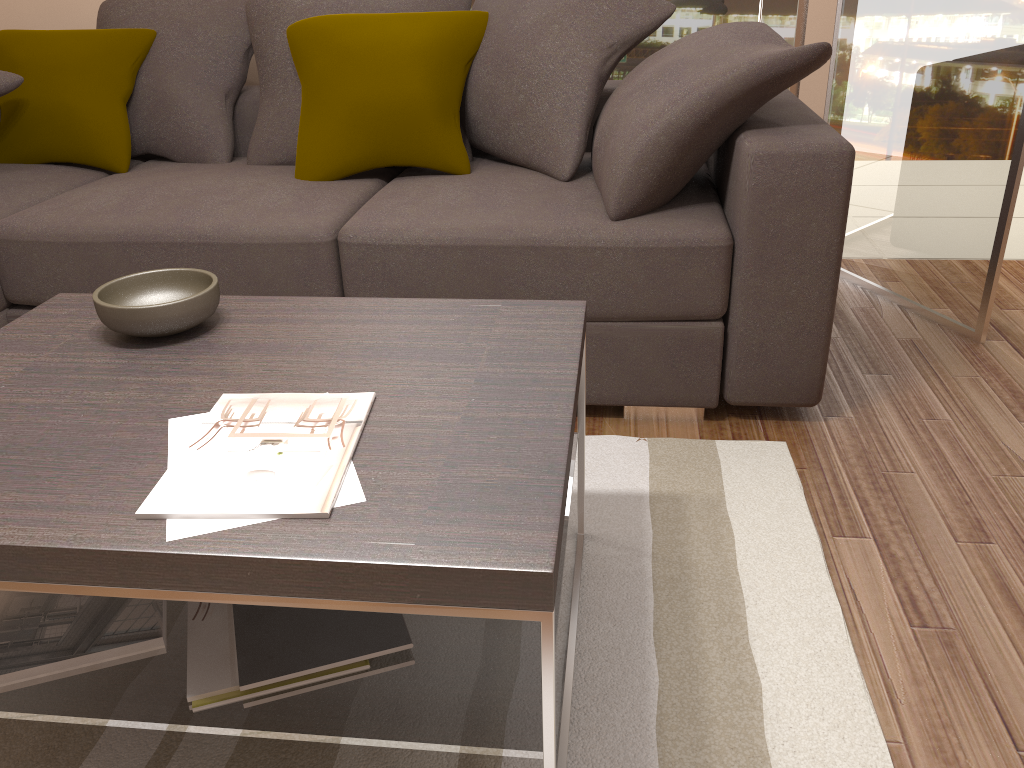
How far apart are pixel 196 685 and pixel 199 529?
0.3 meters

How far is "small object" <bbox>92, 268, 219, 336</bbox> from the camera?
1.6m

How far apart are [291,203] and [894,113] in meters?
2.1

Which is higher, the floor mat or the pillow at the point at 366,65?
the pillow at the point at 366,65

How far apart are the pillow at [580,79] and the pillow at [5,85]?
1.4 meters

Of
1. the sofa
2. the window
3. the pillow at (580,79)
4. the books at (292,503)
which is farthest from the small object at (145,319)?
the window

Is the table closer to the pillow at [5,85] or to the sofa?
the sofa

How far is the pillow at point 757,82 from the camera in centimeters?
212cm

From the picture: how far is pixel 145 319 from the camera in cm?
155

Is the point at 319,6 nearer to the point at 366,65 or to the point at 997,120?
the point at 366,65
